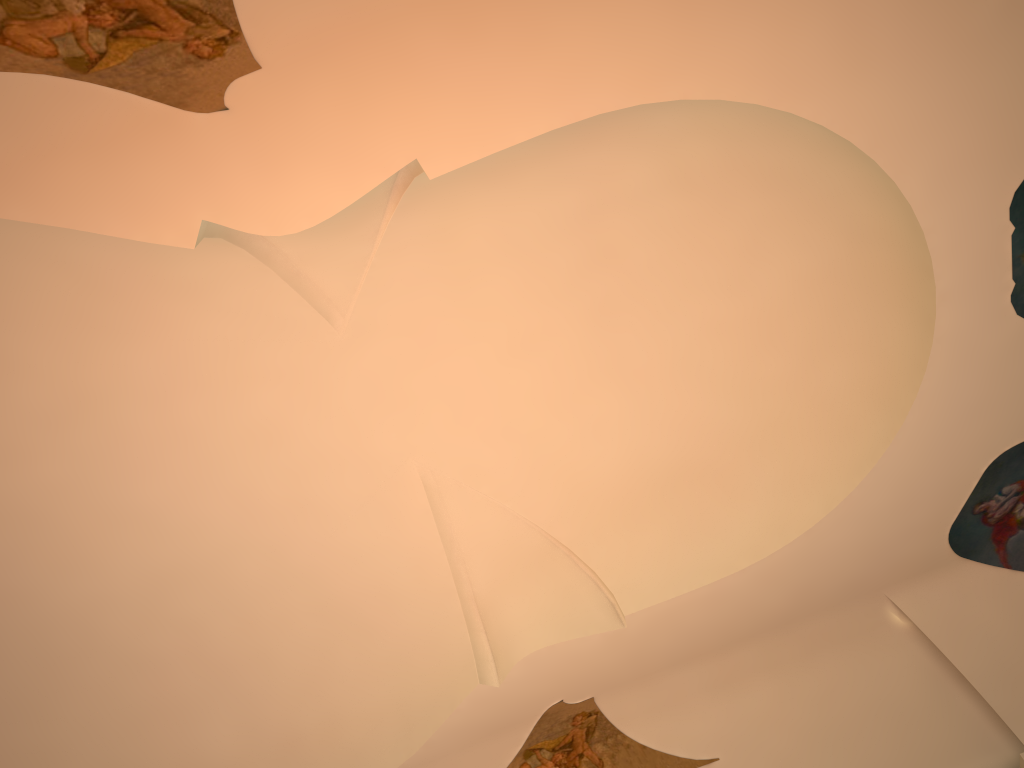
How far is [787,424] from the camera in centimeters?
815cm
